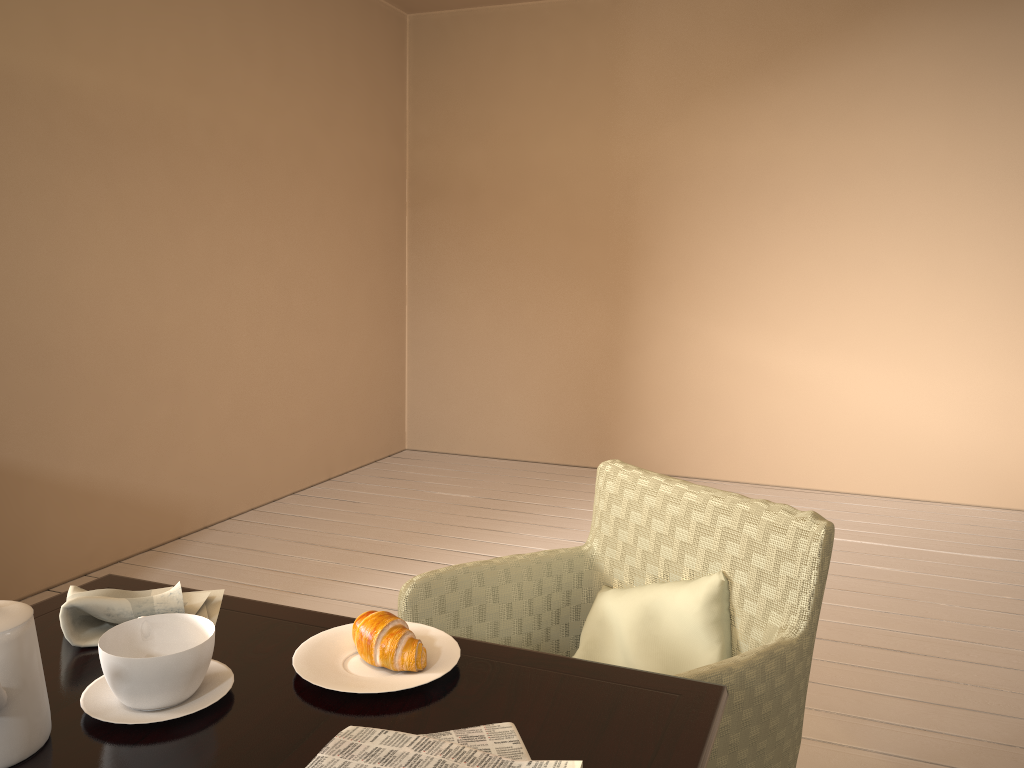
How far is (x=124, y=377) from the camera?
3.3 meters

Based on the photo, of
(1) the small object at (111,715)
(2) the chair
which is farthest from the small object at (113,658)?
(2) the chair

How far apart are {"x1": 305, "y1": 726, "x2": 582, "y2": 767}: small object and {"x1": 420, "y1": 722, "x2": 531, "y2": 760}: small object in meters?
0.0

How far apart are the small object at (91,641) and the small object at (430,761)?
0.4 meters

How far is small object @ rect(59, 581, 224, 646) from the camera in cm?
109

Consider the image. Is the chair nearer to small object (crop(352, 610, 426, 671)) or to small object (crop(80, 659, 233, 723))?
small object (crop(352, 610, 426, 671))

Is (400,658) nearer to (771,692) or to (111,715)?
(111,715)

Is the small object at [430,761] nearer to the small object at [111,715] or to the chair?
the small object at [111,715]

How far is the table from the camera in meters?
0.9 m

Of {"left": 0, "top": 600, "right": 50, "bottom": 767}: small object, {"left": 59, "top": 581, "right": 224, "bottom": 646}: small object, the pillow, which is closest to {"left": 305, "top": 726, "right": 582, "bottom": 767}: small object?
{"left": 0, "top": 600, "right": 50, "bottom": 767}: small object
